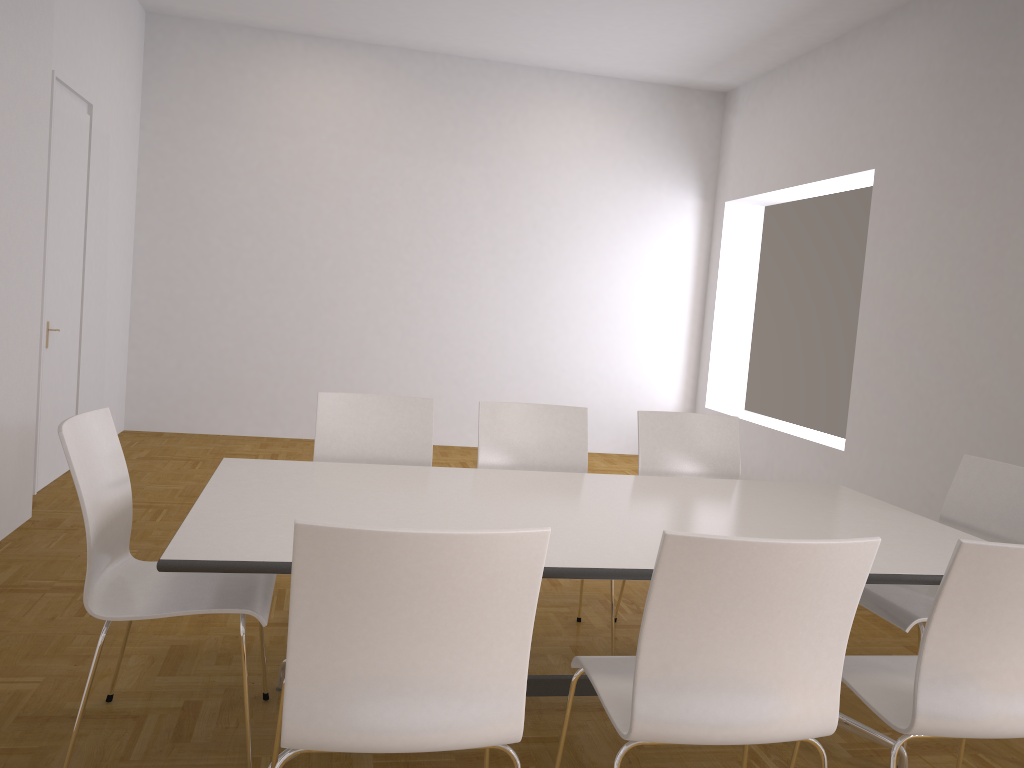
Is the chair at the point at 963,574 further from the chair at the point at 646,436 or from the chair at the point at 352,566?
the chair at the point at 646,436

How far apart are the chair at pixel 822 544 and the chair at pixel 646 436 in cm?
162

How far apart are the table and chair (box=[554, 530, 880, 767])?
0.2 meters

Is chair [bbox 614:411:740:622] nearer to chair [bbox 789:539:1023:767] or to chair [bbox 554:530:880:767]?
chair [bbox 789:539:1023:767]

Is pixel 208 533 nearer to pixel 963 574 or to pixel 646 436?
pixel 963 574

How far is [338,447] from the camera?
3.6m

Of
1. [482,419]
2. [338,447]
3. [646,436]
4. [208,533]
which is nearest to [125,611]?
[208,533]

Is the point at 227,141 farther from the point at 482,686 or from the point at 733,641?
the point at 733,641

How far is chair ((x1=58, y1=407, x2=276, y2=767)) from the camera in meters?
2.3

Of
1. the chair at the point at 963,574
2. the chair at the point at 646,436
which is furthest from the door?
the chair at the point at 963,574
